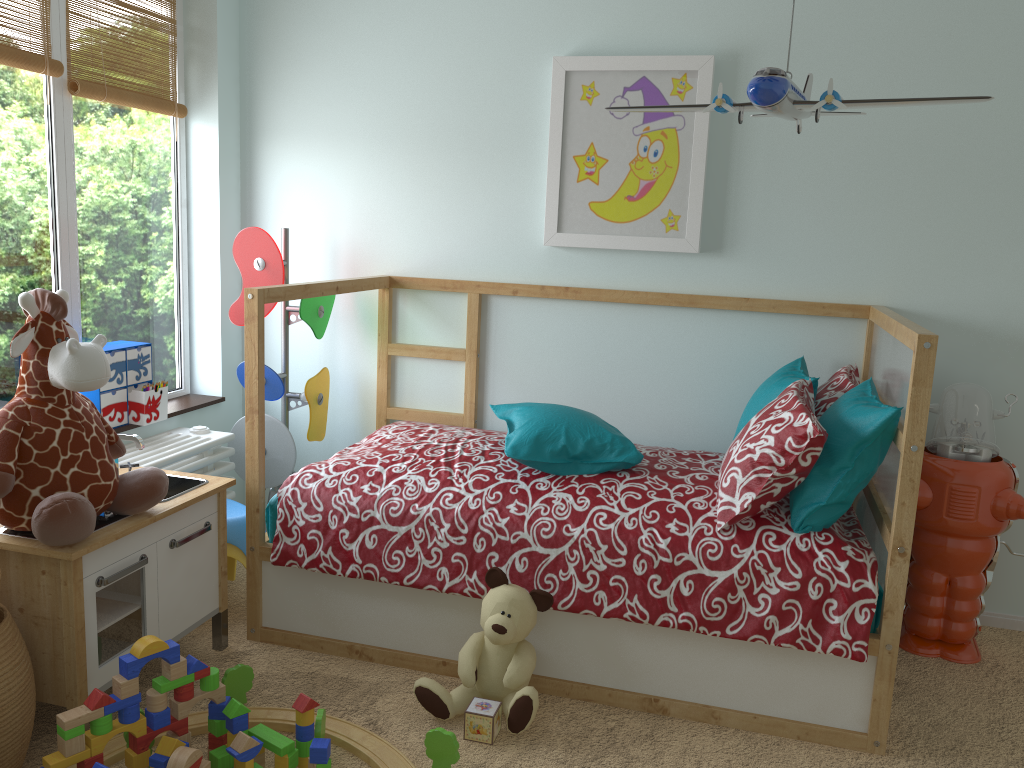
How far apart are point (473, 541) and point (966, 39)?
2.0 meters

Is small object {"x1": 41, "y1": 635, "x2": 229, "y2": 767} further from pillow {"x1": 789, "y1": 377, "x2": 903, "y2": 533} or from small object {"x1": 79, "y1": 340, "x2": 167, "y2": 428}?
pillow {"x1": 789, "y1": 377, "x2": 903, "y2": 533}

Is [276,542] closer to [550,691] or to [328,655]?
[328,655]

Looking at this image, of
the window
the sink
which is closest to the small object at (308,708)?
the sink

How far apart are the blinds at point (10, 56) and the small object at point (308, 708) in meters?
1.8

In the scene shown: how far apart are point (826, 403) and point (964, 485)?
0.43m

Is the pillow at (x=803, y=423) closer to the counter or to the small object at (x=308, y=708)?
the small object at (x=308, y=708)

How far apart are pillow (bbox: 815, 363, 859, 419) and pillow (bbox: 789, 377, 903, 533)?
0.1 meters

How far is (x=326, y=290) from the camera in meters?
2.6 m

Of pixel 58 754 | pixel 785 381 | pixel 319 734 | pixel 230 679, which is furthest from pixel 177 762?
pixel 785 381
